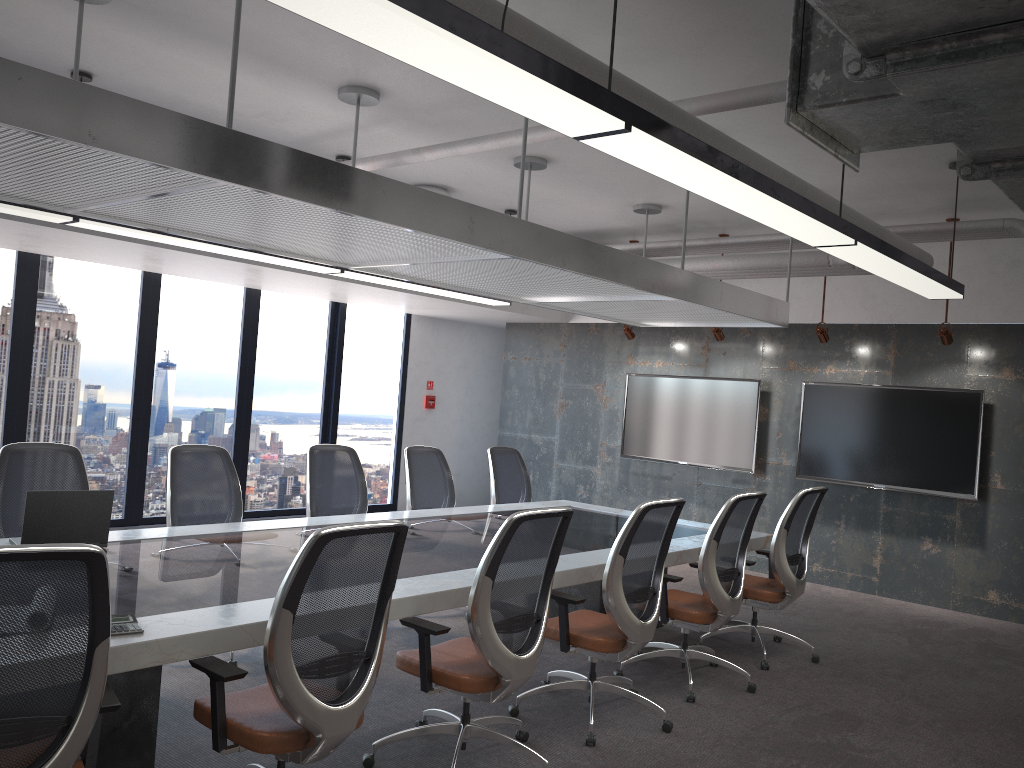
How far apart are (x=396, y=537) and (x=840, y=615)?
5.5m

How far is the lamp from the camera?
2.1m

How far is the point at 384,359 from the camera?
11.1m

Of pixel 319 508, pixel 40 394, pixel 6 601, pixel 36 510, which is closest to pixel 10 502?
pixel 36 510

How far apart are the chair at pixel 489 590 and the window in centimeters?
555cm

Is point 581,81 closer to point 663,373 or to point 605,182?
point 605,182

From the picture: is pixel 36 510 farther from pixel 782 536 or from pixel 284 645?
pixel 782 536

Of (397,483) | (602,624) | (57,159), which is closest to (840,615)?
(602,624)

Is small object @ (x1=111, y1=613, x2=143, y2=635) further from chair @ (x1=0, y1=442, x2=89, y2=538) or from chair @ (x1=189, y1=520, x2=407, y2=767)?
chair @ (x1=0, y1=442, x2=89, y2=538)

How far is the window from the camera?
8.04m
